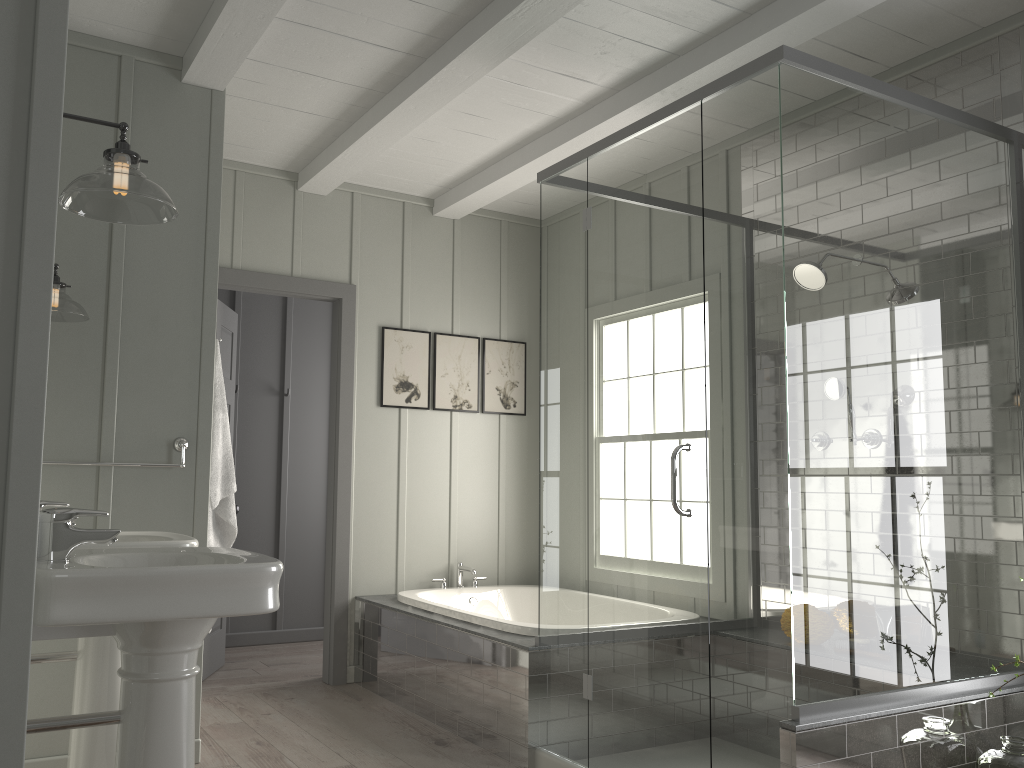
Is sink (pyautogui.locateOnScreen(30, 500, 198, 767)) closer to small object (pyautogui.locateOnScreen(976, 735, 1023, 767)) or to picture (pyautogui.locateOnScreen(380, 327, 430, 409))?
picture (pyautogui.locateOnScreen(380, 327, 430, 409))

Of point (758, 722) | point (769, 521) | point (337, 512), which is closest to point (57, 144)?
point (769, 521)

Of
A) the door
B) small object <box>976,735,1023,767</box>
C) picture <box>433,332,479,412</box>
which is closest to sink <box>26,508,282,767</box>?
small object <box>976,735,1023,767</box>

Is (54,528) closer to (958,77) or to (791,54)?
(791,54)

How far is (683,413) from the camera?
2.9m

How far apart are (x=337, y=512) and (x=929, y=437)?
3.0 meters

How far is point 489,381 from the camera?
5.4m

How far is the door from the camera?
4.69m

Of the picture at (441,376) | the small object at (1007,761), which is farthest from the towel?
the small object at (1007,761)

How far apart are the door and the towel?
1.1m
